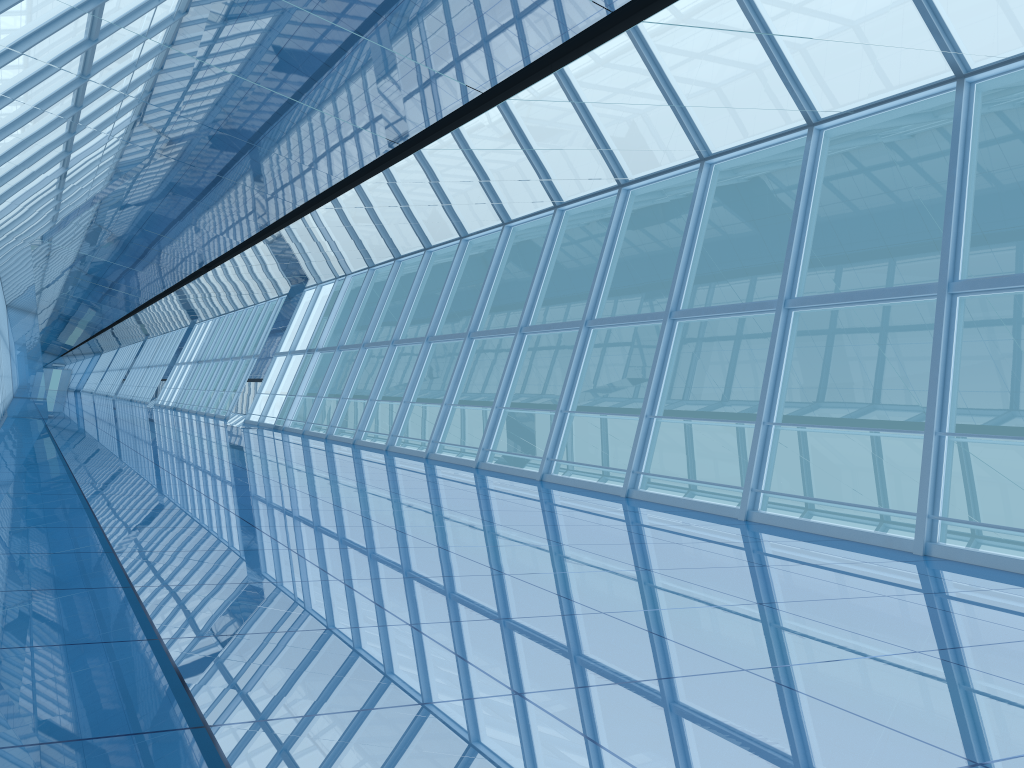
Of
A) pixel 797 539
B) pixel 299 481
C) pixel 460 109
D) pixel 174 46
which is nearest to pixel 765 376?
pixel 797 539
